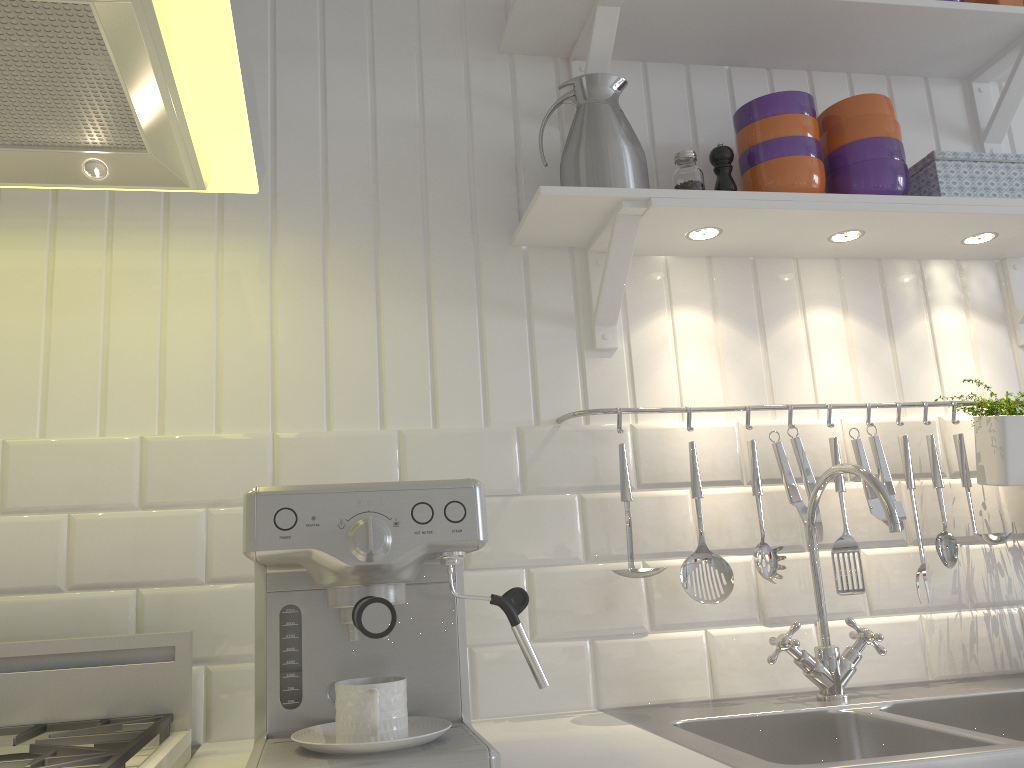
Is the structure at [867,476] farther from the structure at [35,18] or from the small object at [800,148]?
the structure at [35,18]

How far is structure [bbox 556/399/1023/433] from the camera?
1.5 meters

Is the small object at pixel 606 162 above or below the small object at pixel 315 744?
above

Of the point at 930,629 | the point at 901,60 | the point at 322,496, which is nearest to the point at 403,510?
the point at 322,496

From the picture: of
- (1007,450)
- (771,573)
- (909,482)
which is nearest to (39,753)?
(771,573)

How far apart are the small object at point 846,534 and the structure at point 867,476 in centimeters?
7cm

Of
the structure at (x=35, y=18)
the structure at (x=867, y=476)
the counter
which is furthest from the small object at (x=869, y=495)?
the structure at (x=35, y=18)

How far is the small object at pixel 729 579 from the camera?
1.4 meters

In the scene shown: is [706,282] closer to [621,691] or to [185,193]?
[621,691]

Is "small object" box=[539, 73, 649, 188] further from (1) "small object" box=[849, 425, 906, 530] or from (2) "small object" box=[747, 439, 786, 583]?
(1) "small object" box=[849, 425, 906, 530]
